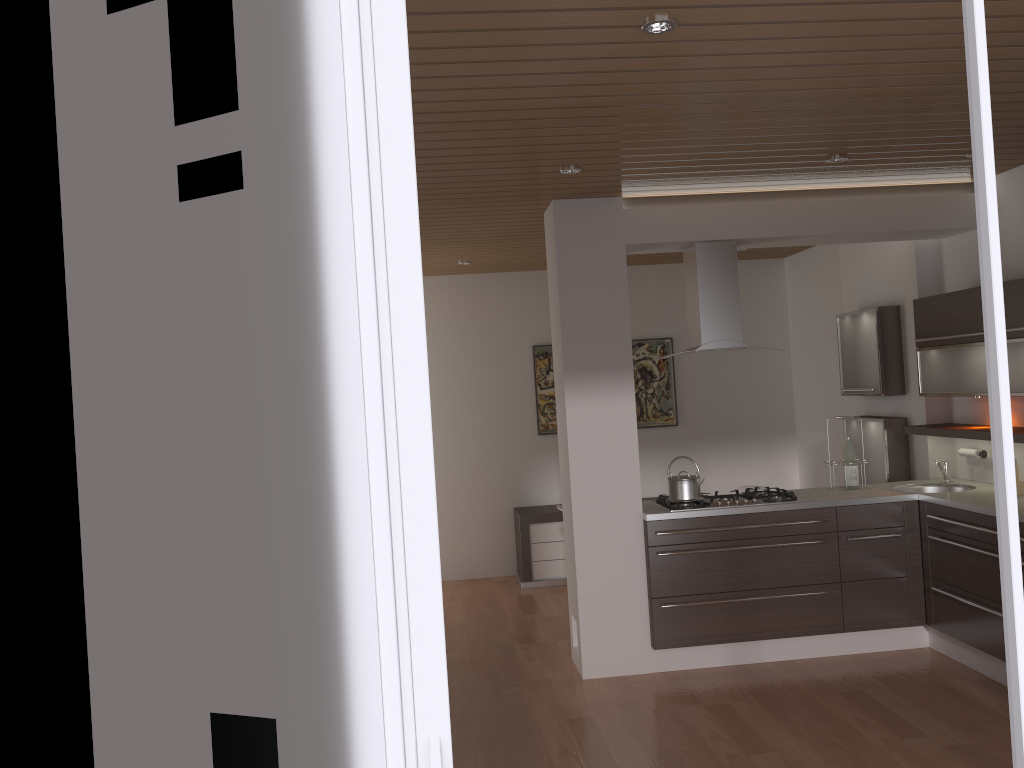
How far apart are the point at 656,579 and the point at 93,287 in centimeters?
400cm

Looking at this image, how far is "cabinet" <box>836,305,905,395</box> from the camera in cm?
591

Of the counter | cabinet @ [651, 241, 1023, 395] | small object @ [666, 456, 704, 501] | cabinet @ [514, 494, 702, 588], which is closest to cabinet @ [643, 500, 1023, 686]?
the counter

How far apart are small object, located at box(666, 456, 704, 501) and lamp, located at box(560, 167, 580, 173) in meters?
1.9 m

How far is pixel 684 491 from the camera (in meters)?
5.04

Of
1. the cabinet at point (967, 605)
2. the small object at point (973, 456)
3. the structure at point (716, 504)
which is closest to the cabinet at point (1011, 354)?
the small object at point (973, 456)

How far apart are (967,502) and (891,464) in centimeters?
125cm

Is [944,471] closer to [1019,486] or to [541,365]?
[1019,486]

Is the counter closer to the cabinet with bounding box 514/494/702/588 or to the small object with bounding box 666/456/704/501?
the small object with bounding box 666/456/704/501

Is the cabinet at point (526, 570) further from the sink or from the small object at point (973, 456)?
the small object at point (973, 456)
